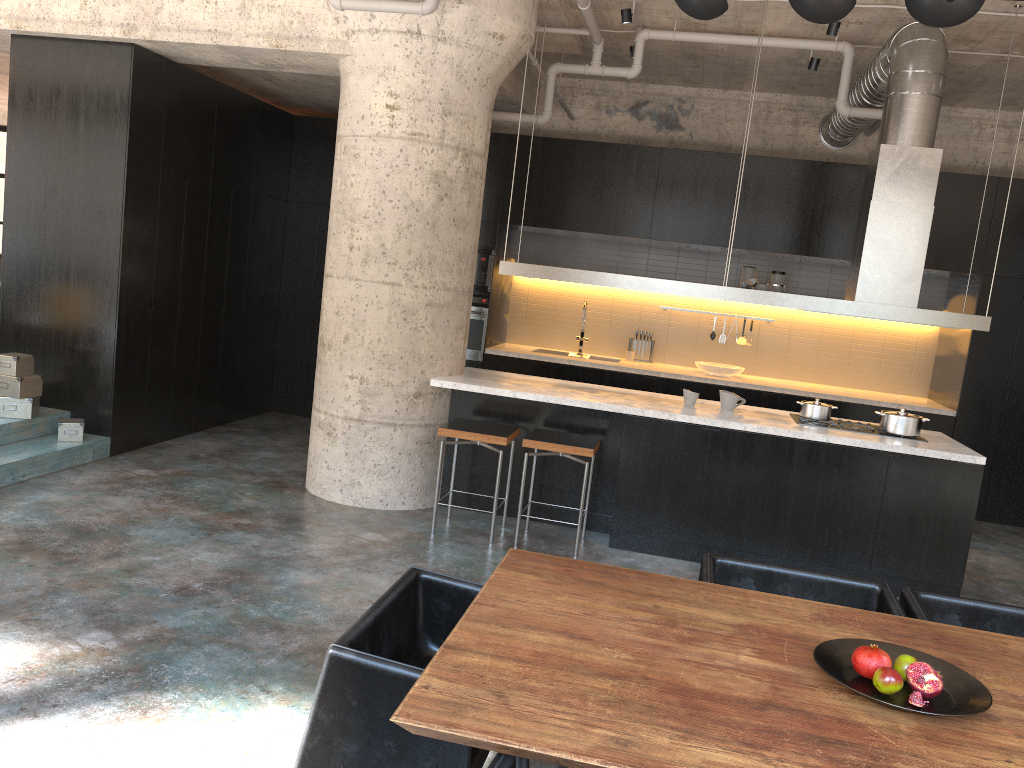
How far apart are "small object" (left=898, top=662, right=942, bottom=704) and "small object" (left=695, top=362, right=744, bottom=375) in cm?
645

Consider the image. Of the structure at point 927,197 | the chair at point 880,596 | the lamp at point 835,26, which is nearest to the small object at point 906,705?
the chair at point 880,596

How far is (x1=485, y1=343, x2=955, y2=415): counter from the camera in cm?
811

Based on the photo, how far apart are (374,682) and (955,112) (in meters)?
8.60

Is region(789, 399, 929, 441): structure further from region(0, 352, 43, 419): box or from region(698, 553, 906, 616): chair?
region(0, 352, 43, 419): box

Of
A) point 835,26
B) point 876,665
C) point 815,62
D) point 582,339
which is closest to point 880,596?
point 876,665

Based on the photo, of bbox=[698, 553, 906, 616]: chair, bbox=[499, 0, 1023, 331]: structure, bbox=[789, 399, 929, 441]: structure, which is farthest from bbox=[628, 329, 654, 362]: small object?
bbox=[698, 553, 906, 616]: chair

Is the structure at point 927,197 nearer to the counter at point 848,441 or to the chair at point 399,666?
the counter at point 848,441

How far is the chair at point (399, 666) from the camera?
2.2 meters

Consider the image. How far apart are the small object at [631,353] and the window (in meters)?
11.53
